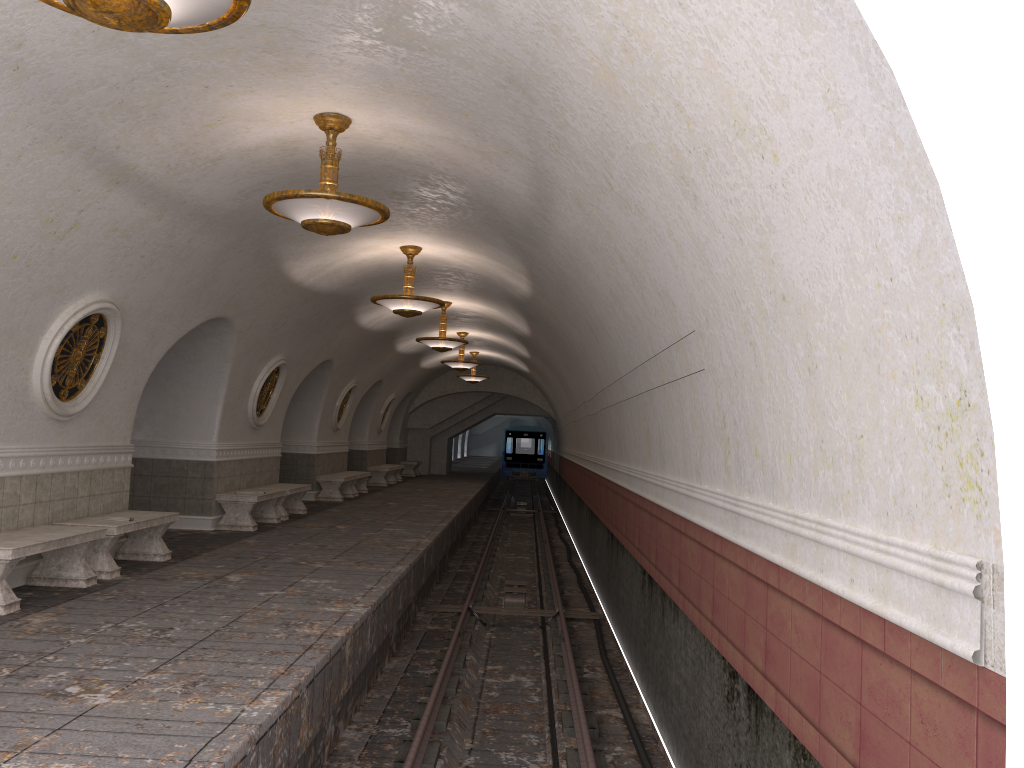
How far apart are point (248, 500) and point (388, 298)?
3.6m

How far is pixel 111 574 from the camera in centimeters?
832cm

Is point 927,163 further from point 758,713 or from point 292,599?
point 292,599

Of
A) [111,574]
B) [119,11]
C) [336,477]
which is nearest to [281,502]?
[336,477]

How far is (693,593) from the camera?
6.0m

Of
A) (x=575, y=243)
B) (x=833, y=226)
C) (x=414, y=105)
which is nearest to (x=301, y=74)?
(x=414, y=105)

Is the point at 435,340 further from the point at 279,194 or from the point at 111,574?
the point at 279,194

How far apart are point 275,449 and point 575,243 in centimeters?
944cm

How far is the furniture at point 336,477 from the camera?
18.6m

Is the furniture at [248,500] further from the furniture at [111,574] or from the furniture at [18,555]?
the furniture at [18,555]
